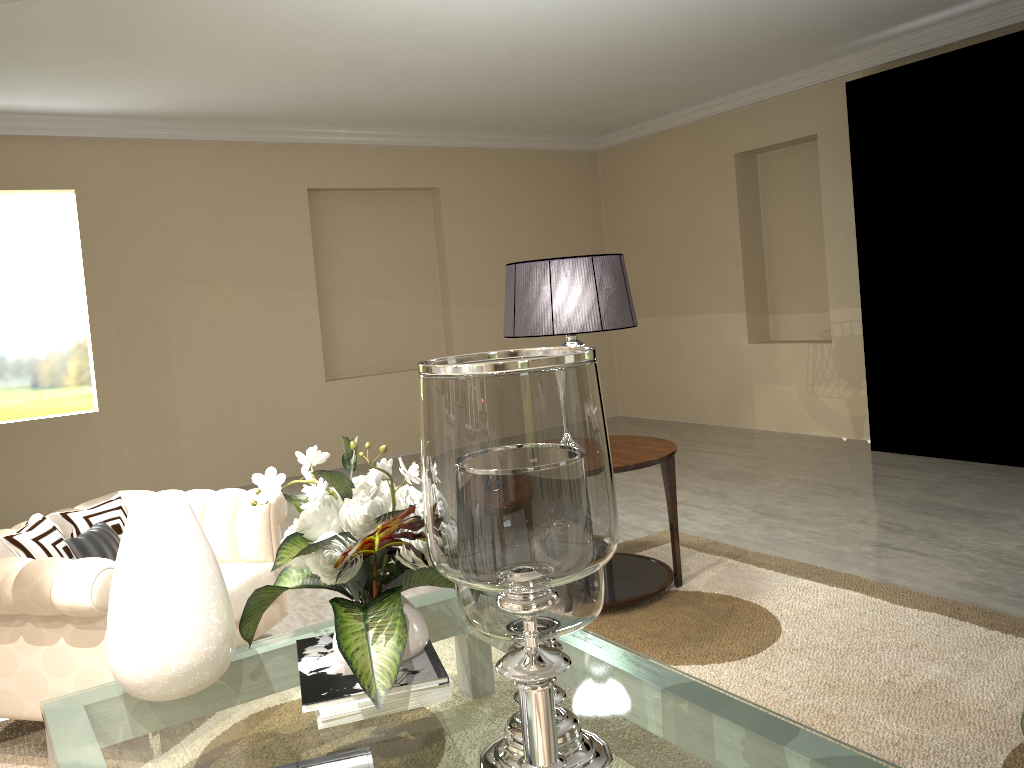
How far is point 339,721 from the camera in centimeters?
167cm

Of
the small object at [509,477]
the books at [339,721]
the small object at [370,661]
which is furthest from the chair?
the small object at [509,477]

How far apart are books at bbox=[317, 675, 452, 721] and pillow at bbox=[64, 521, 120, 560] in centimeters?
115cm

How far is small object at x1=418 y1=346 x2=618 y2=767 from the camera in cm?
106

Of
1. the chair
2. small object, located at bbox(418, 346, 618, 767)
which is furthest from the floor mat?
A: small object, located at bbox(418, 346, 618, 767)

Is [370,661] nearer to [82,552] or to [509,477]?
[509,477]

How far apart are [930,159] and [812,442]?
1.8 meters

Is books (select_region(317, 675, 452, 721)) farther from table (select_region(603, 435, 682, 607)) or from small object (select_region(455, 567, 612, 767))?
table (select_region(603, 435, 682, 607))

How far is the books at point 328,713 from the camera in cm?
166

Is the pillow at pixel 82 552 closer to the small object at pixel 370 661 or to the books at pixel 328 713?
the small object at pixel 370 661
